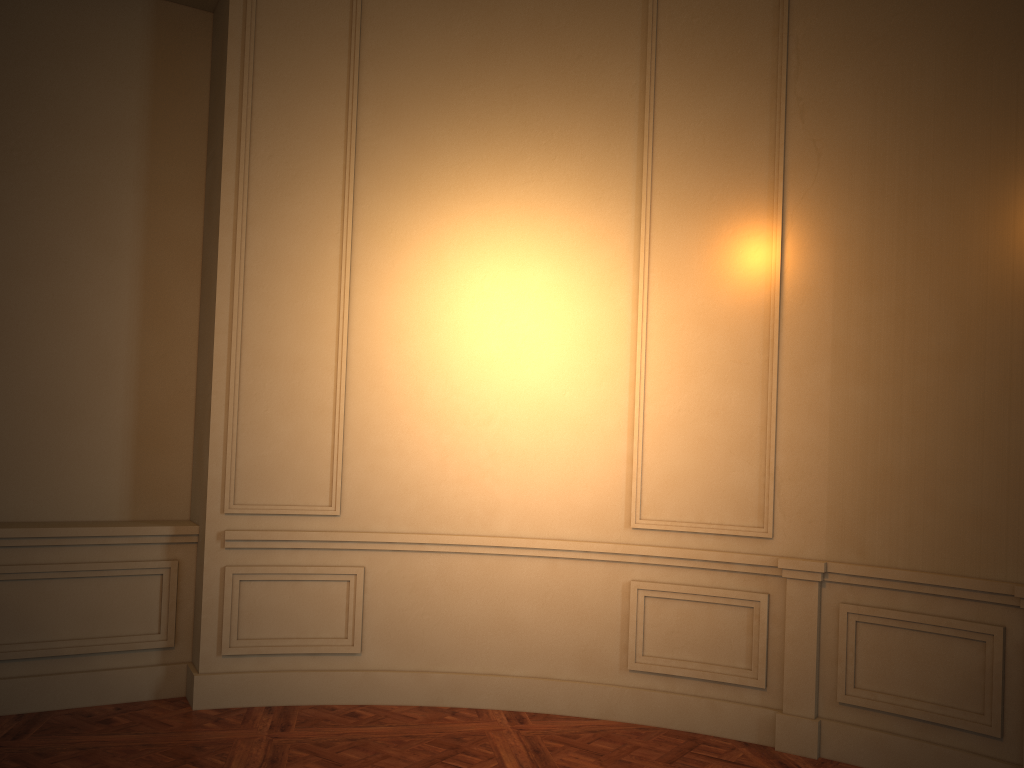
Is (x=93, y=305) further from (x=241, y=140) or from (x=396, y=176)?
(x=396, y=176)

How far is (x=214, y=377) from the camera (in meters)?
4.46
